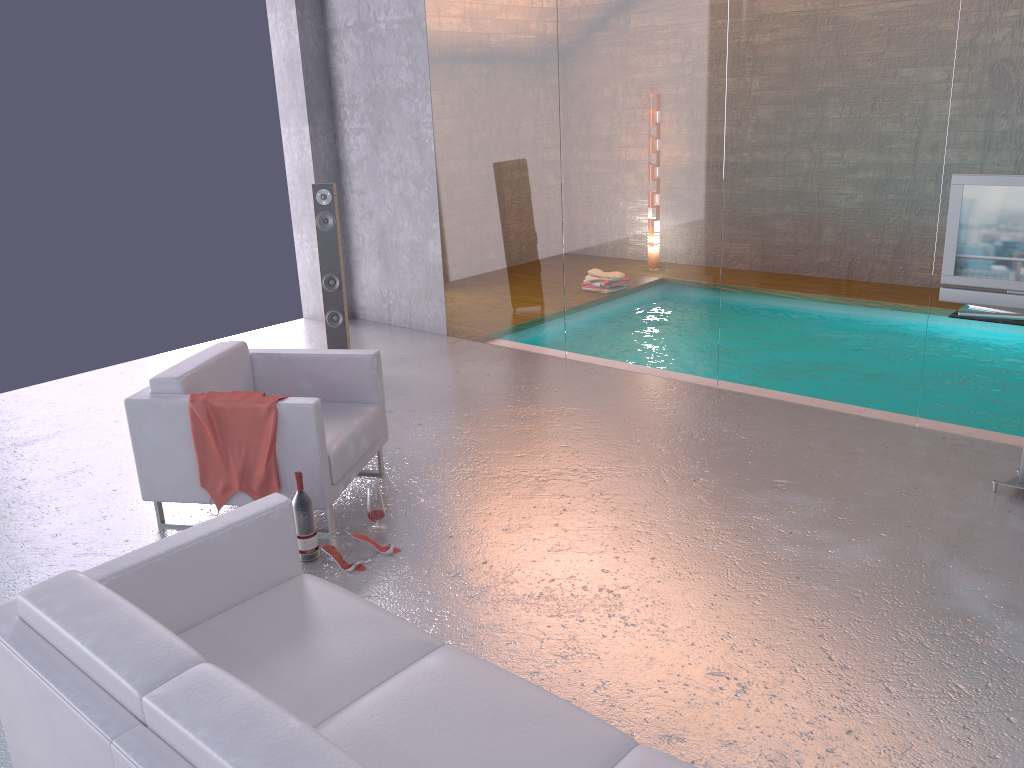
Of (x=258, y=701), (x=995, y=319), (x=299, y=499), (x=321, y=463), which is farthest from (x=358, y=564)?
(x=995, y=319)

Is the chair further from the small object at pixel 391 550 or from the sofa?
the sofa

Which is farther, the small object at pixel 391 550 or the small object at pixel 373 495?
the small object at pixel 373 495

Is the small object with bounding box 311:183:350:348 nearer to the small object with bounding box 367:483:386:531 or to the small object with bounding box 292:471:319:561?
the small object with bounding box 367:483:386:531

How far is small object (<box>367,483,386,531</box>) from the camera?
4.4 meters

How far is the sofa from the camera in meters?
1.9

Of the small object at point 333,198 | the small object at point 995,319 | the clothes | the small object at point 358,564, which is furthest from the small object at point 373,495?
the small object at point 995,319

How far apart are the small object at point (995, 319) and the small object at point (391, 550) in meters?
3.0 m

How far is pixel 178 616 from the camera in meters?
2.8 m

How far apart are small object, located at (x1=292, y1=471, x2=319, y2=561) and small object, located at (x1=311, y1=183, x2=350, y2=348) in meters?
3.1 m
